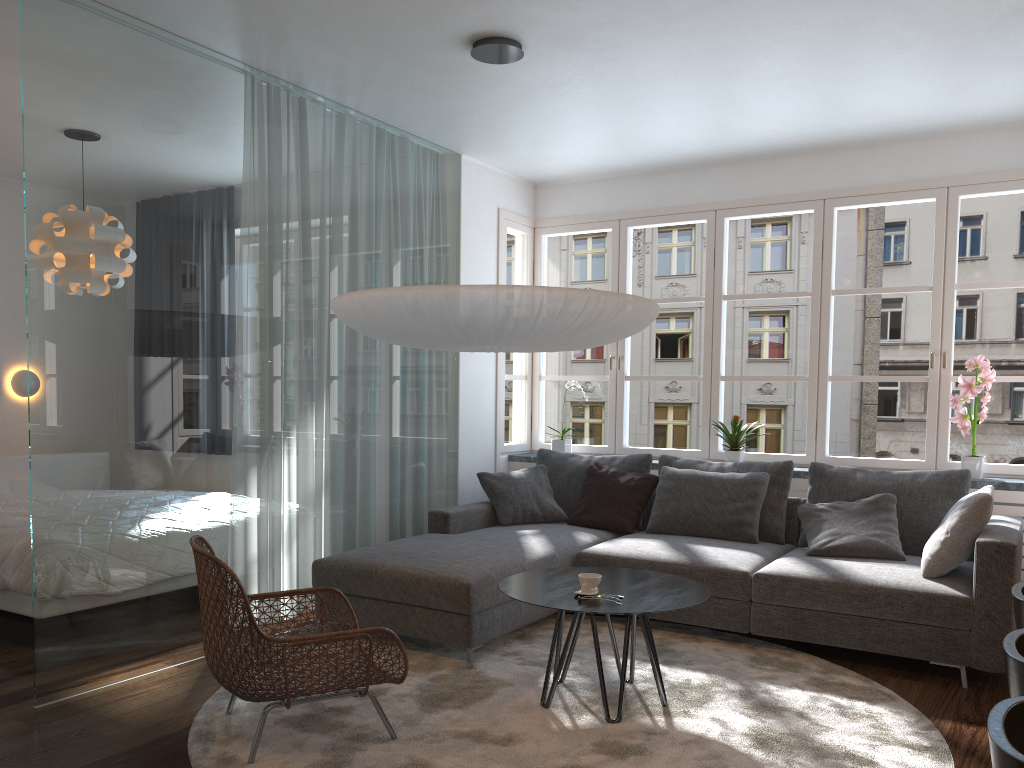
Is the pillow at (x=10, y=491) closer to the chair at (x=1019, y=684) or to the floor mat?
the floor mat

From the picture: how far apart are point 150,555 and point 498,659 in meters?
1.6

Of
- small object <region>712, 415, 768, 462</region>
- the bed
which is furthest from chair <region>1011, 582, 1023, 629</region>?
the bed

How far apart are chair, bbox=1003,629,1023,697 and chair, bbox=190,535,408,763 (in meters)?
1.82

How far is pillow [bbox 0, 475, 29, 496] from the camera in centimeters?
571cm

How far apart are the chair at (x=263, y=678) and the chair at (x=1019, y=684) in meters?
1.8 m

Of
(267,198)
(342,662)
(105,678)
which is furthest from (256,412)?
(342,662)

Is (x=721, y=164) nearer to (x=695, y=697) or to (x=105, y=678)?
(x=695, y=697)

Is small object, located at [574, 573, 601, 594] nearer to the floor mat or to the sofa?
the floor mat

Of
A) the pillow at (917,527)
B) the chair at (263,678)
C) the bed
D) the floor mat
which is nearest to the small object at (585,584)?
the floor mat
